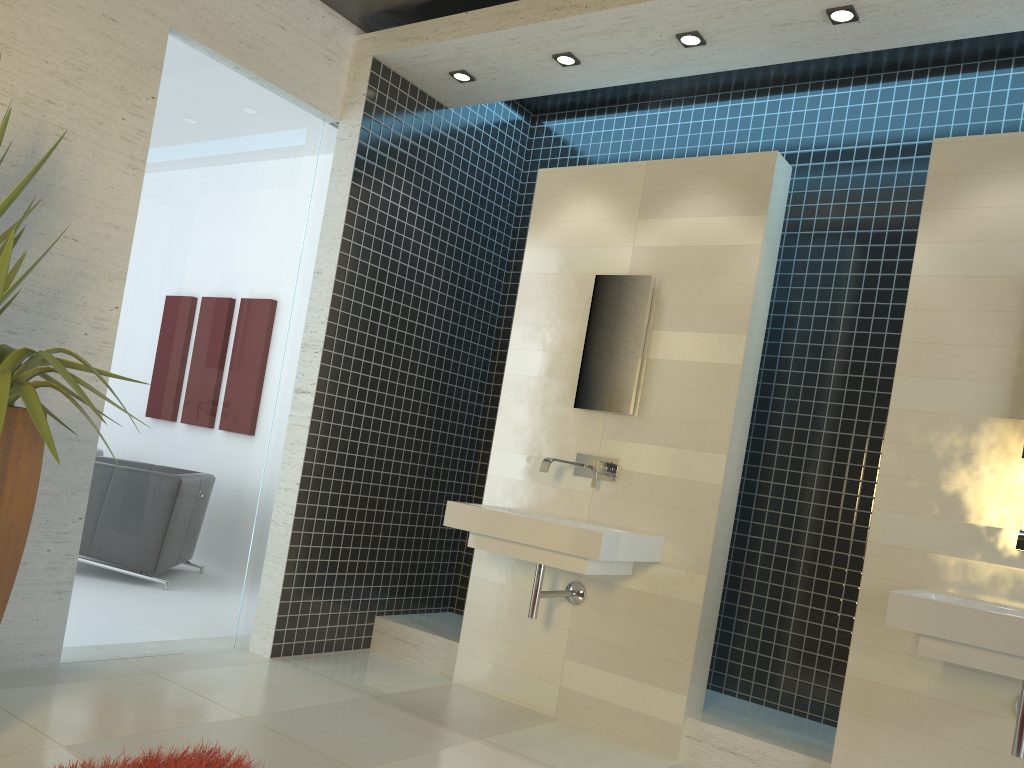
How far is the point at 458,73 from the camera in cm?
470

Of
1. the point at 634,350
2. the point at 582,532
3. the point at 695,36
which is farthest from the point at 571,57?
the point at 582,532

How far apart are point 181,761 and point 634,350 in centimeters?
258cm

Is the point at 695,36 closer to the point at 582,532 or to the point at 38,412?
the point at 582,532

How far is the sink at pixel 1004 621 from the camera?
2.72m

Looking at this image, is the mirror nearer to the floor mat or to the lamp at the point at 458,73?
the lamp at the point at 458,73

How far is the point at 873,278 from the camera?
4.4m

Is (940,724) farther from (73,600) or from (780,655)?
(73,600)

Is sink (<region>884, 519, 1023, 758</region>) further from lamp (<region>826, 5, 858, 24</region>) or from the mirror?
lamp (<region>826, 5, 858, 24</region>)

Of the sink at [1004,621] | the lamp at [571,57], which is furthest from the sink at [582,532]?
the lamp at [571,57]
